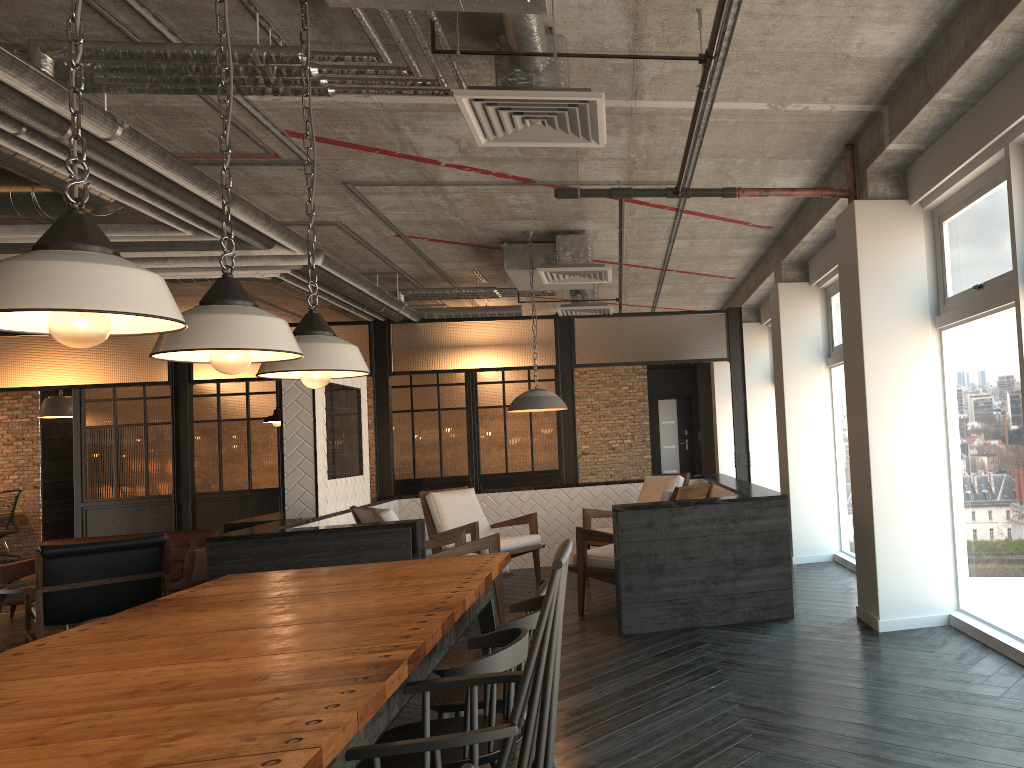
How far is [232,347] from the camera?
2.49m

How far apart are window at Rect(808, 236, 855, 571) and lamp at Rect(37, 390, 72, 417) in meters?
9.9 m

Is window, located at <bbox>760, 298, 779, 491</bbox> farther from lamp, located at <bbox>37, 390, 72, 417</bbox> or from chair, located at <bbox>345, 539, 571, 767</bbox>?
lamp, located at <bbox>37, 390, 72, 417</bbox>

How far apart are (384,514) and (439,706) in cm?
344

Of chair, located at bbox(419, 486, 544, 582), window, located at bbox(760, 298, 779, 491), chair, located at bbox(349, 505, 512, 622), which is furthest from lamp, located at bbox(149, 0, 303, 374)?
window, located at bbox(760, 298, 779, 491)

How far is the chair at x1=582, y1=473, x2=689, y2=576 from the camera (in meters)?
7.94

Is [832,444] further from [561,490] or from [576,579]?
[561,490]

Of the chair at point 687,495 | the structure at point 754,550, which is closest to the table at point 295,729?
the structure at point 754,550

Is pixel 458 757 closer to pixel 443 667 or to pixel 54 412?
pixel 443 667

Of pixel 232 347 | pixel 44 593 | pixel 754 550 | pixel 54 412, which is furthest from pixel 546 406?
pixel 54 412
